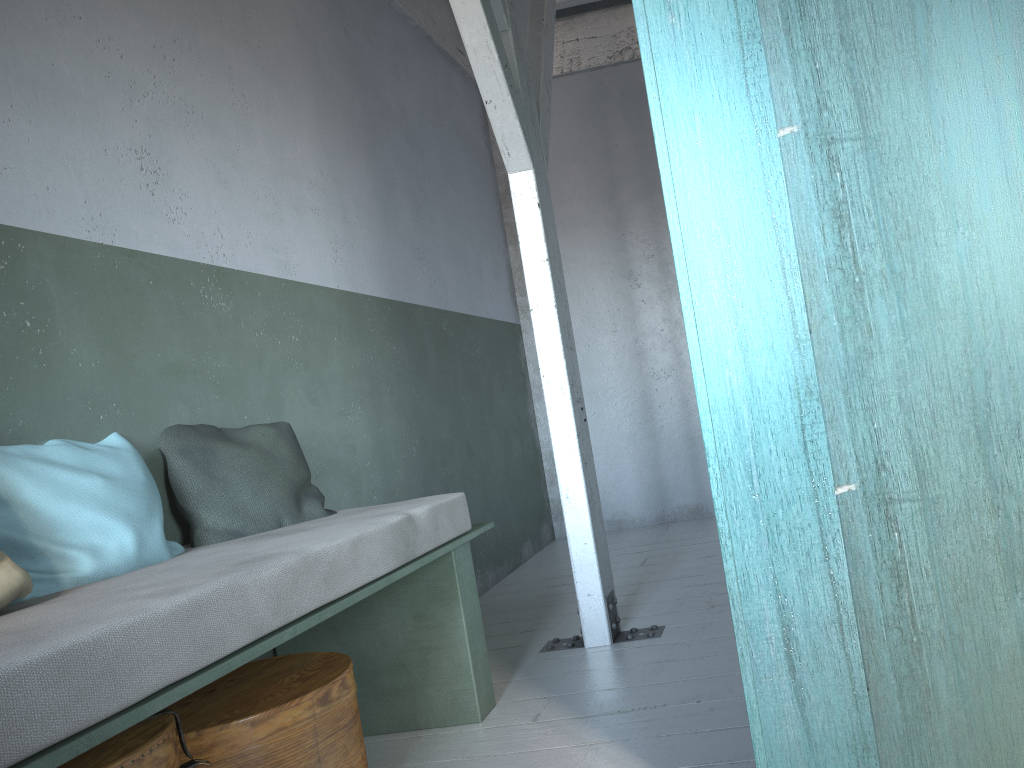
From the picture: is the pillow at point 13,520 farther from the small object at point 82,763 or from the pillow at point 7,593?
the small object at point 82,763

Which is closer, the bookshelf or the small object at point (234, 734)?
the bookshelf

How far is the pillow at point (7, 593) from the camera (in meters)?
2.03

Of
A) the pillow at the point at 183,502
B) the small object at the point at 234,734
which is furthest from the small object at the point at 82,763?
the pillow at the point at 183,502

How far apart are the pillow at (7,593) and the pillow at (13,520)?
0.17m

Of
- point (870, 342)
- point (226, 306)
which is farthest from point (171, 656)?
point (226, 306)

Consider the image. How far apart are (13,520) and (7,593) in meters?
0.4

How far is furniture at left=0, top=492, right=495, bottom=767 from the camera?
1.5 meters

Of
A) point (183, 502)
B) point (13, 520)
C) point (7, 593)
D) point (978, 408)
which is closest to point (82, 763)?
point (7, 593)

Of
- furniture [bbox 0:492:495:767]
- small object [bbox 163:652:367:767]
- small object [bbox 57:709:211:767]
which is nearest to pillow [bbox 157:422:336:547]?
furniture [bbox 0:492:495:767]
